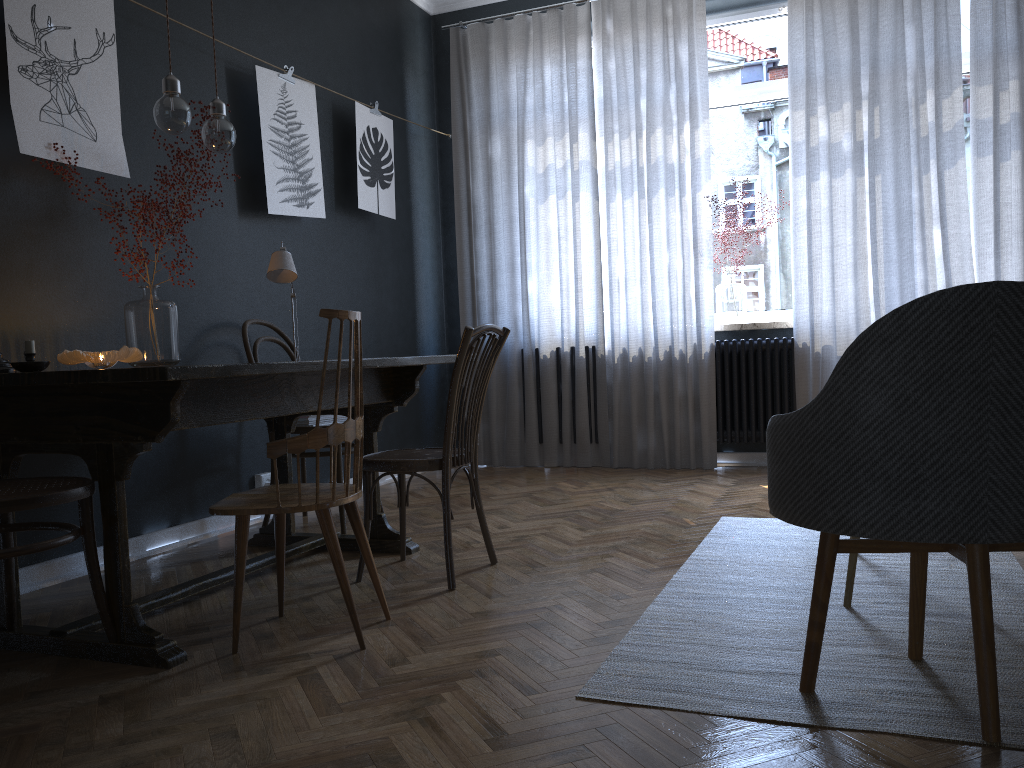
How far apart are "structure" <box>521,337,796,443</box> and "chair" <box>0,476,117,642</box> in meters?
3.7 m

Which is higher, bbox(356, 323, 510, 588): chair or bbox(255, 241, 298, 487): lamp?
bbox(255, 241, 298, 487): lamp

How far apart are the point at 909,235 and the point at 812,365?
0.83m

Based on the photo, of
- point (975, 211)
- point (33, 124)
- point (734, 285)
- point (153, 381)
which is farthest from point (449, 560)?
point (975, 211)

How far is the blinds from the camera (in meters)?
4.56

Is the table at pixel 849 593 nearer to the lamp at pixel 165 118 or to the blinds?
the lamp at pixel 165 118

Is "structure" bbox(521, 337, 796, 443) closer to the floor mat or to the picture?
the floor mat

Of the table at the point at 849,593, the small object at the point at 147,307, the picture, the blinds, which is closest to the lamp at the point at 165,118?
the small object at the point at 147,307

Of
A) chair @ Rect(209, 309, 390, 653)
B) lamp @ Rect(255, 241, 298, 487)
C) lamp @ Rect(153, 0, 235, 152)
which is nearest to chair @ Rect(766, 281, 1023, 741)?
chair @ Rect(209, 309, 390, 653)

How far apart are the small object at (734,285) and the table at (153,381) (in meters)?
2.55
